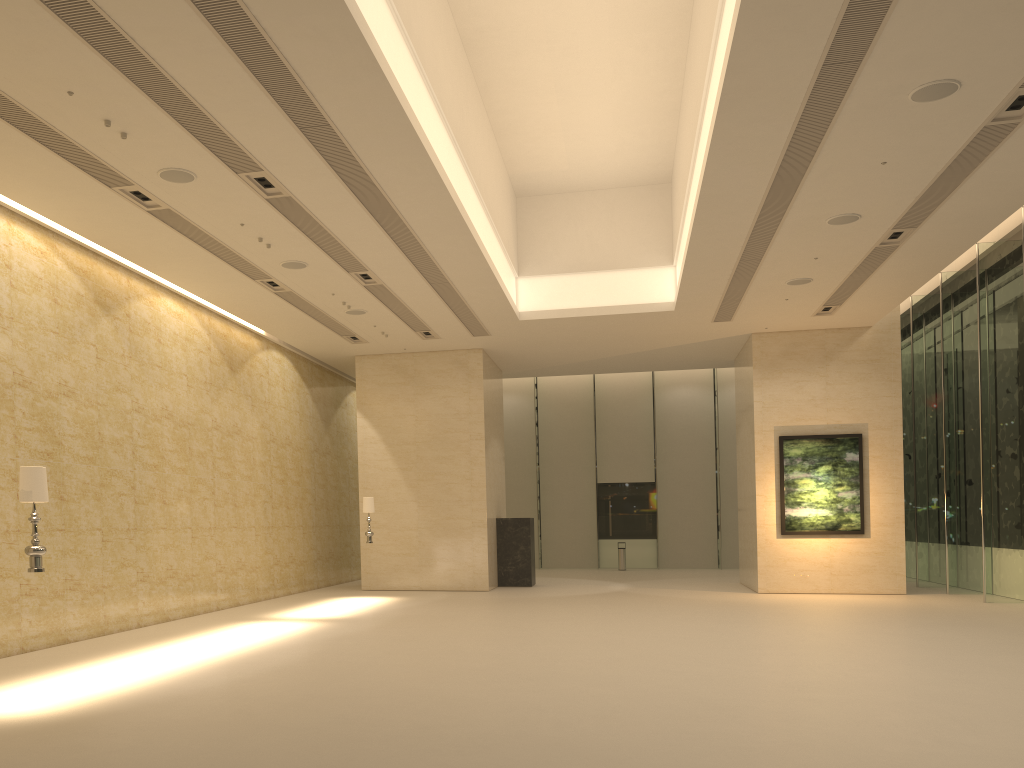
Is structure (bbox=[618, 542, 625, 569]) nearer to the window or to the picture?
the window

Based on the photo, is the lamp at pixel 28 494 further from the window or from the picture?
the window

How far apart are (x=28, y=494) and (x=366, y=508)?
11.12m

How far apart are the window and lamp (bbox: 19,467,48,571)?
17.0 meters

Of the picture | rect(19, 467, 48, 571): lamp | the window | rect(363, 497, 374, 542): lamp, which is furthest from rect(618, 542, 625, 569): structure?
rect(19, 467, 48, 571): lamp

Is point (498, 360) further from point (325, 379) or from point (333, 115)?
point (333, 115)

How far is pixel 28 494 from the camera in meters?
8.0

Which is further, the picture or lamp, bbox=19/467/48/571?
the picture

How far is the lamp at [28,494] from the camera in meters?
8.0 m

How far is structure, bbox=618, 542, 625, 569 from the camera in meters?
29.6 m
